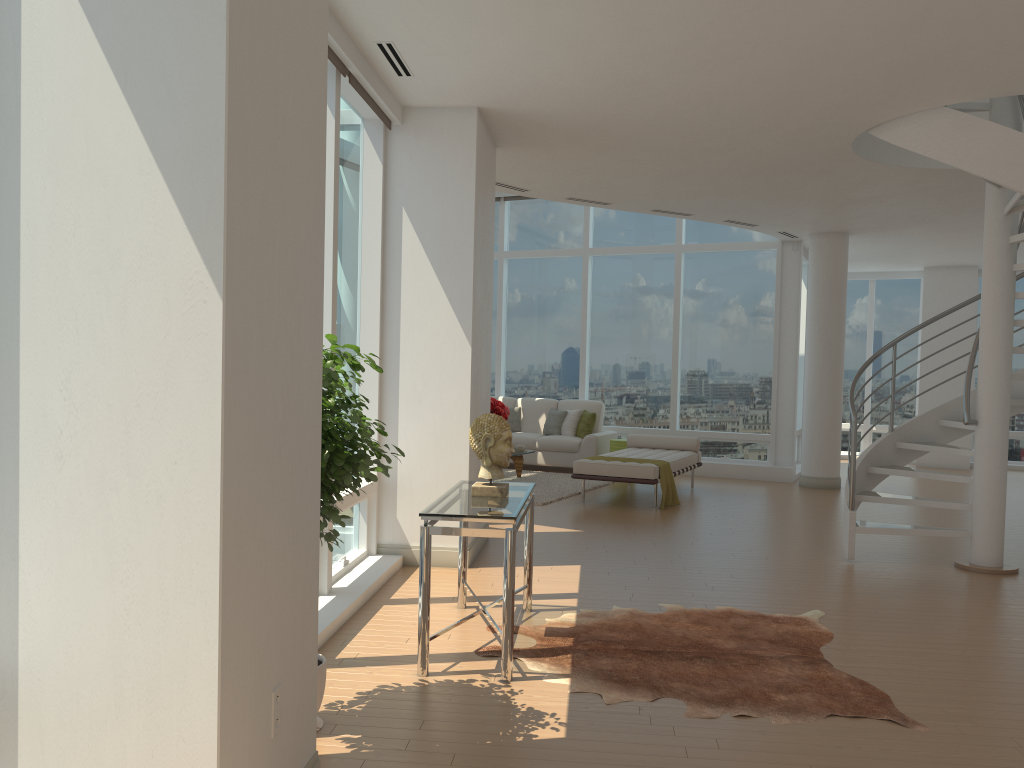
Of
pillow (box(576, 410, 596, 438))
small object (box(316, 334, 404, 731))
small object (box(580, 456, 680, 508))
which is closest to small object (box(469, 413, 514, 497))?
small object (box(316, 334, 404, 731))

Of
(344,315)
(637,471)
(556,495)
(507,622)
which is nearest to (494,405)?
(556,495)

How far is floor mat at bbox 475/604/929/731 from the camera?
4.0 meters

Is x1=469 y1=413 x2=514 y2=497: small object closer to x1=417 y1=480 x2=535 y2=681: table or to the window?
x1=417 y1=480 x2=535 y2=681: table

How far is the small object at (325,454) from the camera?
3.34m

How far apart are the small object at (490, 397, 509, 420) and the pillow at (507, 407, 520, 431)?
2.07m

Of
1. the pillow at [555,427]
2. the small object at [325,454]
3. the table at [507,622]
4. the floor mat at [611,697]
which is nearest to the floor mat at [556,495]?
the pillow at [555,427]

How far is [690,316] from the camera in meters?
13.3

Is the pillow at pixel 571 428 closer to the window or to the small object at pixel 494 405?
the window

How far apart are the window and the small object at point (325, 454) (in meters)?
1.04
